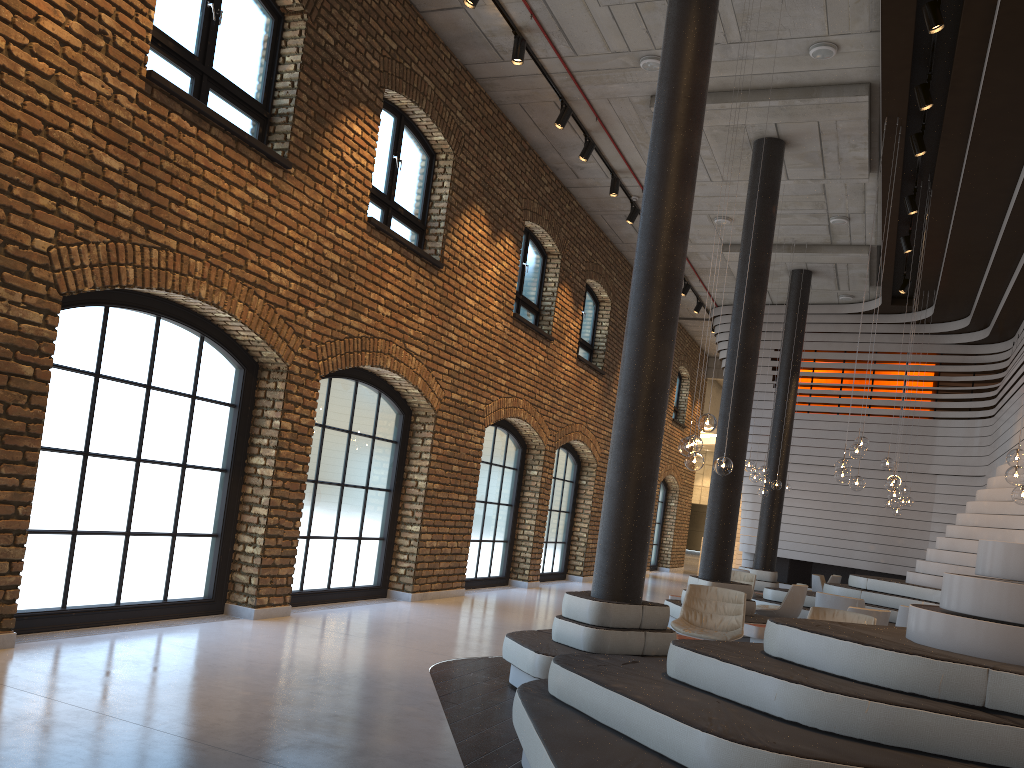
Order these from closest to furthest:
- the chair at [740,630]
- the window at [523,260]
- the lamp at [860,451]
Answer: the chair at [740,630]
the lamp at [860,451]
the window at [523,260]

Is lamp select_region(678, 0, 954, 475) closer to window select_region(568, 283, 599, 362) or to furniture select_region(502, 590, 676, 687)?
furniture select_region(502, 590, 676, 687)

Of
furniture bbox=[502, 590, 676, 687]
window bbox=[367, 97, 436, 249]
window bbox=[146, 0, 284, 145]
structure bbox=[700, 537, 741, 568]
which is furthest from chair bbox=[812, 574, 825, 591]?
structure bbox=[700, 537, 741, 568]

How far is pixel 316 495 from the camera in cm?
889

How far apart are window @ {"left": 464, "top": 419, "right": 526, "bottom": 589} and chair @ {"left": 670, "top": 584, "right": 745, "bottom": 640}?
4.6 meters

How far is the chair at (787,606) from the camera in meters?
10.8 m

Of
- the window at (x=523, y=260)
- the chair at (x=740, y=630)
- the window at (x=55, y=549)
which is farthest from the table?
the window at (x=523, y=260)

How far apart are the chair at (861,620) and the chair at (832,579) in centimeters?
888cm

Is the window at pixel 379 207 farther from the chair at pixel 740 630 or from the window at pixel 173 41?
the chair at pixel 740 630

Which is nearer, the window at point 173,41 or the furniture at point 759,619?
the window at point 173,41
